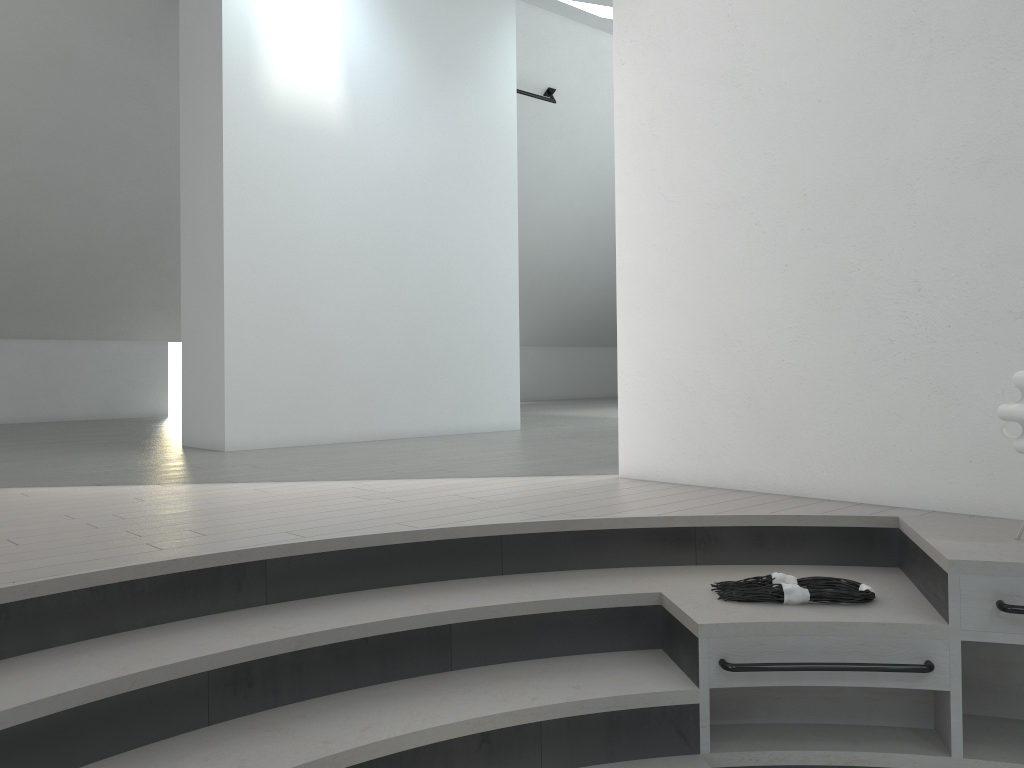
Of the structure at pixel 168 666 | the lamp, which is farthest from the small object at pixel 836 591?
the lamp

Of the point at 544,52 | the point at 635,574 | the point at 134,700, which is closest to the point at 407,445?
the point at 635,574

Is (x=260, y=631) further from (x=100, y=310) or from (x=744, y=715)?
(x=100, y=310)

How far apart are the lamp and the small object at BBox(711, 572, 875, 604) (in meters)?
0.58

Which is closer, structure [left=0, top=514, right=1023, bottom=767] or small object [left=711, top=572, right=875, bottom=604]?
structure [left=0, top=514, right=1023, bottom=767]

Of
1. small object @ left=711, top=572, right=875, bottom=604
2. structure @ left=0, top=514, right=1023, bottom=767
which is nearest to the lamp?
structure @ left=0, top=514, right=1023, bottom=767

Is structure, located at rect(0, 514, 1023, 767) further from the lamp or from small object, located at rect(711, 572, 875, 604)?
the lamp

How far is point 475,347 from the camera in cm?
729

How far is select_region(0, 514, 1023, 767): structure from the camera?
2.11m

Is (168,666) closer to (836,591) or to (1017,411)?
(836,591)
